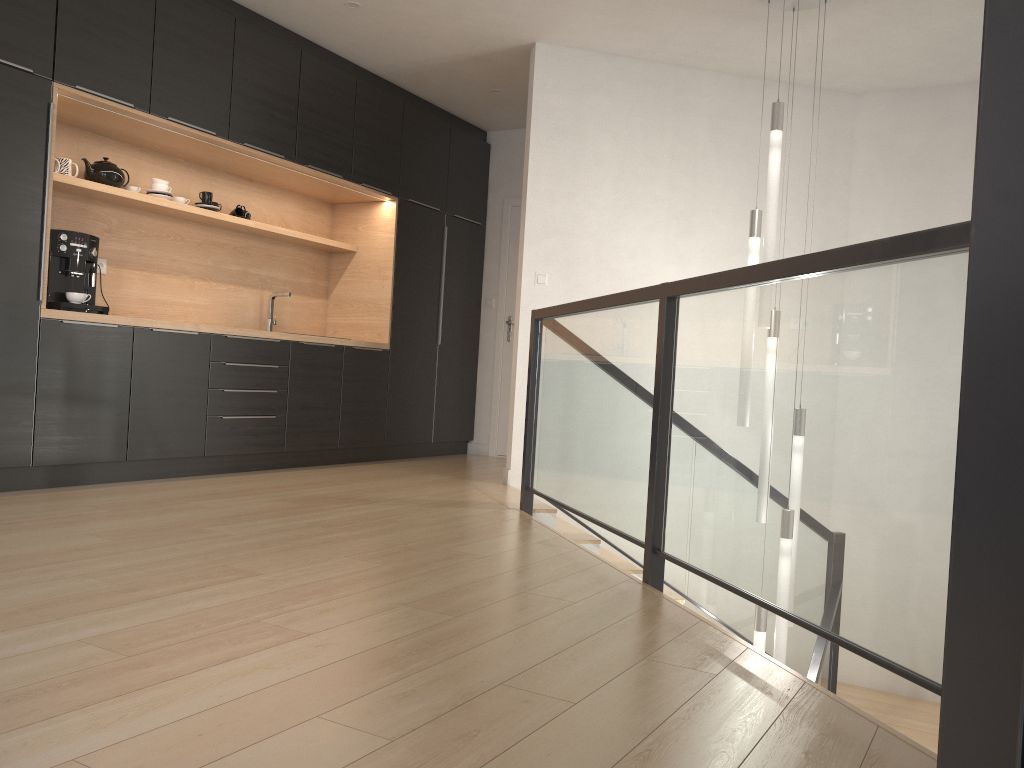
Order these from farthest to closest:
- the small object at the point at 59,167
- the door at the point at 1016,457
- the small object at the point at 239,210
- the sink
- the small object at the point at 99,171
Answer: the sink
the small object at the point at 239,210
the small object at the point at 99,171
the small object at the point at 59,167
the door at the point at 1016,457

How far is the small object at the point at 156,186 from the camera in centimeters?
506cm

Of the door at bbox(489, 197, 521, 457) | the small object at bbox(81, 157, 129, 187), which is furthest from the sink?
the door at bbox(489, 197, 521, 457)

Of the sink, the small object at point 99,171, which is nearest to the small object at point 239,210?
the sink

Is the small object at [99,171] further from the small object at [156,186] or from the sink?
the sink

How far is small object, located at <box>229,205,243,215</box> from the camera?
5.7m

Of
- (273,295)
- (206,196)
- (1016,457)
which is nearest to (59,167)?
(206,196)

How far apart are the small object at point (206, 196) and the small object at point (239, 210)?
0.3 meters

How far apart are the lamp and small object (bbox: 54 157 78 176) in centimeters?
355cm

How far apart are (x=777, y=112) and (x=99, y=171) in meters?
3.5 m
